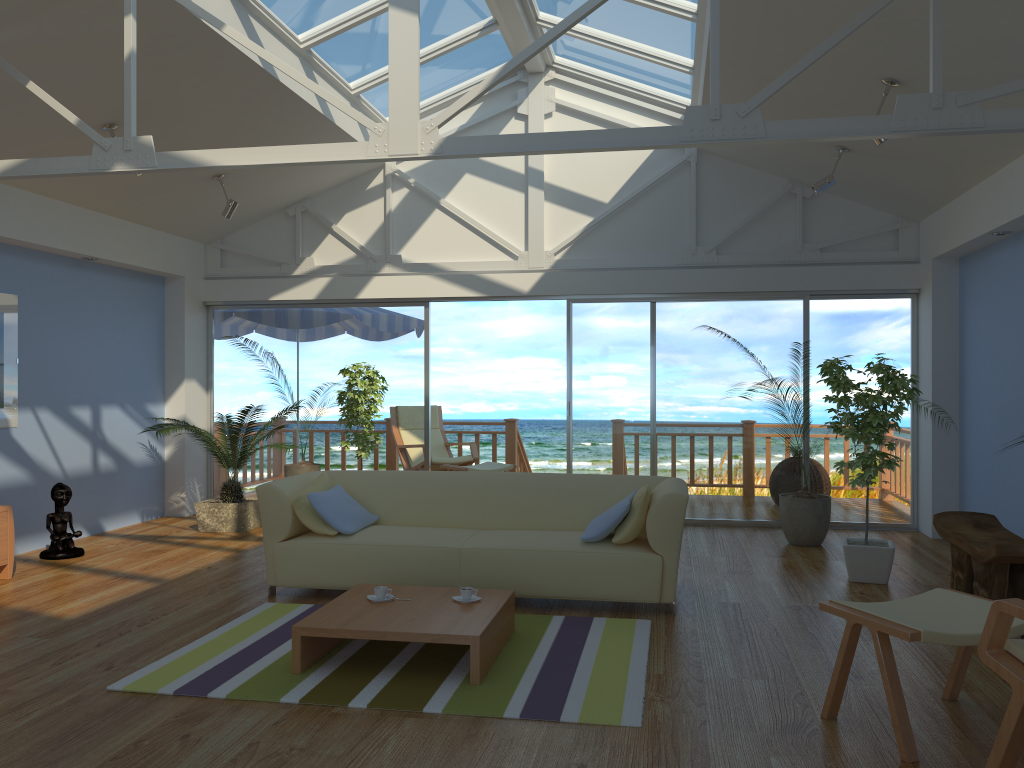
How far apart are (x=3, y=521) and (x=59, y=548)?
0.8 meters

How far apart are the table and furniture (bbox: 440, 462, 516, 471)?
4.3m

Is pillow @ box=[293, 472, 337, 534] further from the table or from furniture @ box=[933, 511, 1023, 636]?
furniture @ box=[933, 511, 1023, 636]

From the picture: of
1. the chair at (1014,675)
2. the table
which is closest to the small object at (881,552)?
the table

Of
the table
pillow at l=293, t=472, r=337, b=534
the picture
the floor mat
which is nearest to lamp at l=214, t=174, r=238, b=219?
the picture

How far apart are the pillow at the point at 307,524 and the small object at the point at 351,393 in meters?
1.8

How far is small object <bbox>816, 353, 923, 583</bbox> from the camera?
5.3m

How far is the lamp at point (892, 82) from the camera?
4.8 meters

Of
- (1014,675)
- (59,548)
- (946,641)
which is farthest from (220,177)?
(1014,675)

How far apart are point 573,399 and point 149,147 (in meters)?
4.47
